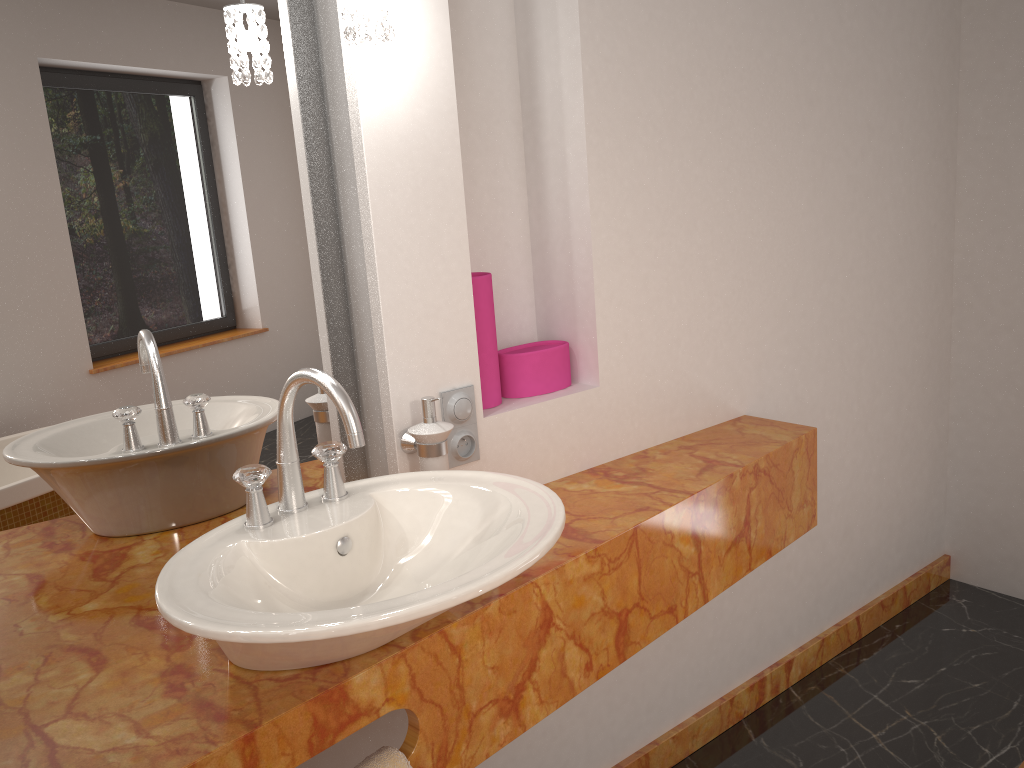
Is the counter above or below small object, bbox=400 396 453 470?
below

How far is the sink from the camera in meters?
0.9

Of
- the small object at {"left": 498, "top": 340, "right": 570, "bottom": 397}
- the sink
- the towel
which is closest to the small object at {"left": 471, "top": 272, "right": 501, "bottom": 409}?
the small object at {"left": 498, "top": 340, "right": 570, "bottom": 397}

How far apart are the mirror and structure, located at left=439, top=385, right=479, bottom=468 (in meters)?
0.14

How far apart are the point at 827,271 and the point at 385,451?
Result: 1.30m

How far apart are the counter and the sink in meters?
0.0 m

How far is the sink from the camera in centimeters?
94cm

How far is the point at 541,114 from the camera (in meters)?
1.81

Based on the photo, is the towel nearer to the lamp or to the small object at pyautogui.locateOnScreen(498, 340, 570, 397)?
the small object at pyautogui.locateOnScreen(498, 340, 570, 397)

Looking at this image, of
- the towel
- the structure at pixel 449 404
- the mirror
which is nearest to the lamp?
the mirror
